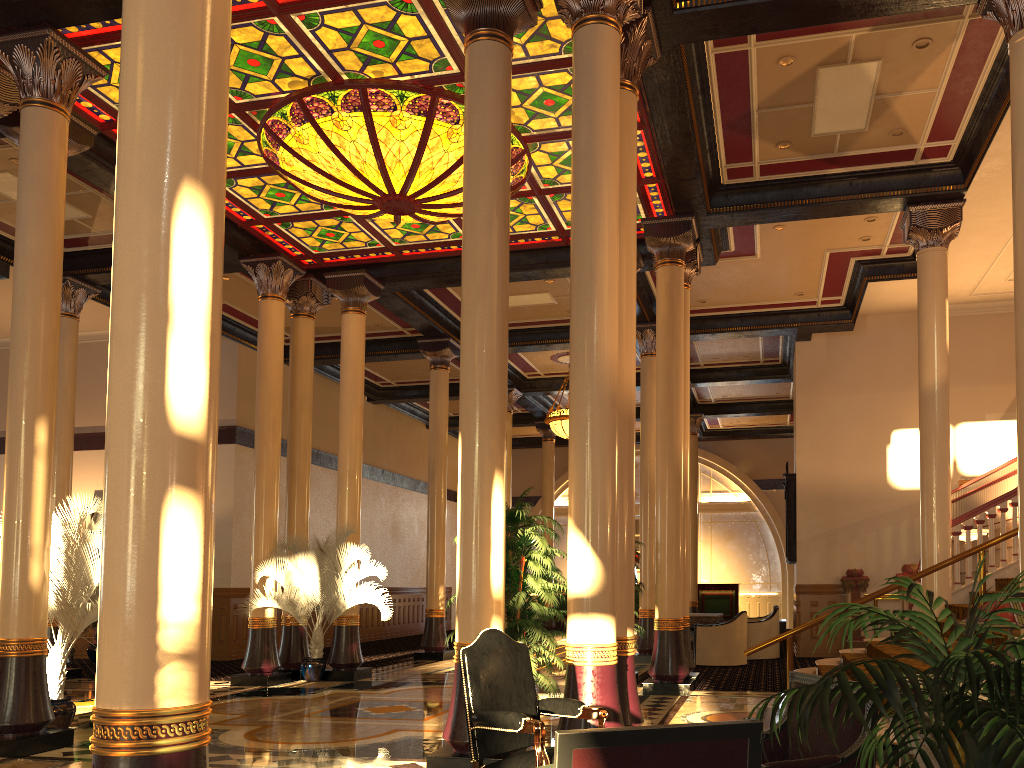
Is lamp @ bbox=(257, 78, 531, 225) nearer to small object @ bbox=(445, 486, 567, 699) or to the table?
small object @ bbox=(445, 486, 567, 699)

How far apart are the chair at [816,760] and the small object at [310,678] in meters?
8.8

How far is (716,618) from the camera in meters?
14.6

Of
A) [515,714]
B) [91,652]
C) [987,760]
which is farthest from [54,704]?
[91,652]

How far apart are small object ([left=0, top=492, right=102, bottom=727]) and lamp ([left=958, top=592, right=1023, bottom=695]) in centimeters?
692cm

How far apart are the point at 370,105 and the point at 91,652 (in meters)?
11.64

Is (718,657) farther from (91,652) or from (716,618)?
(91,652)

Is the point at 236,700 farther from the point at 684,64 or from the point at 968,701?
the point at 968,701

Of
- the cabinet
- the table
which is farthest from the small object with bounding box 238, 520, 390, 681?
the cabinet

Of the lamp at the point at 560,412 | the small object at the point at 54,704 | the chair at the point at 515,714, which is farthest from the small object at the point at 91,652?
the chair at the point at 515,714
